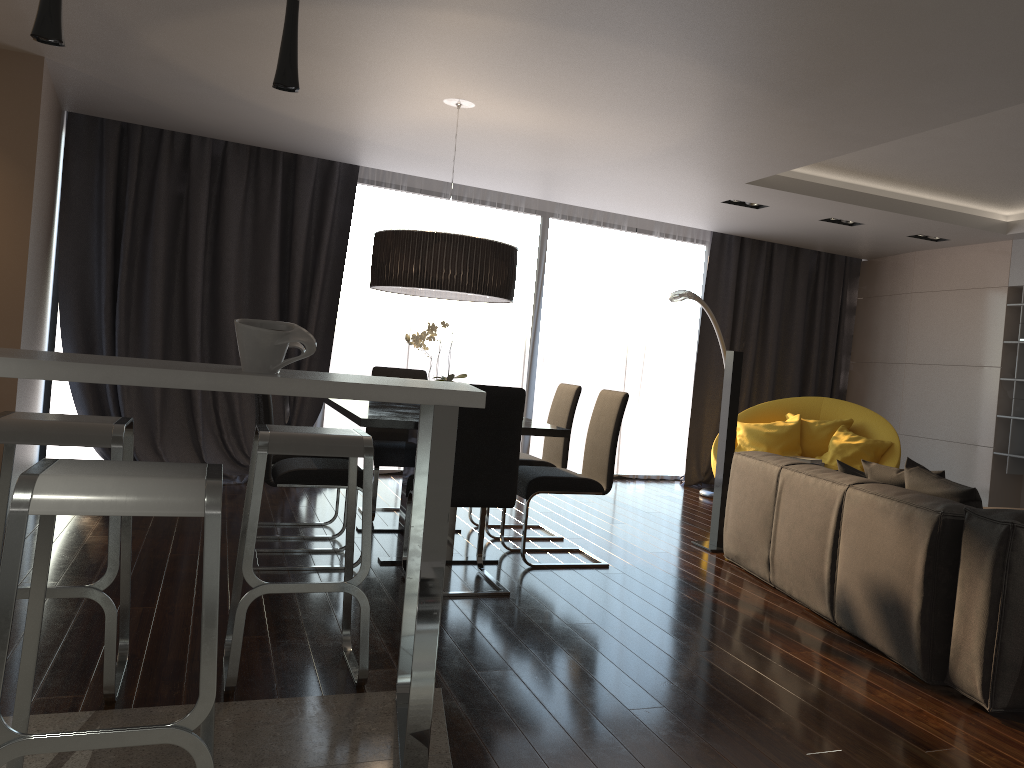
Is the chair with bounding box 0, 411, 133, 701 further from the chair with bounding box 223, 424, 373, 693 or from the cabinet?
the cabinet

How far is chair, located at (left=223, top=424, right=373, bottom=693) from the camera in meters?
2.7

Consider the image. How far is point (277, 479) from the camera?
4.26m

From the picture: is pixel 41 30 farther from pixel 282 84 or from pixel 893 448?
pixel 893 448

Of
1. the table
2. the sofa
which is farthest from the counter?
the sofa

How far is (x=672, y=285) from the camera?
8.82m

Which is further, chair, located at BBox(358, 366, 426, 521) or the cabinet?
chair, located at BBox(358, 366, 426, 521)

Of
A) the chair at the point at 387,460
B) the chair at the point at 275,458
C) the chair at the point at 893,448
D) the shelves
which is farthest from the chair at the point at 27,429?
the shelves

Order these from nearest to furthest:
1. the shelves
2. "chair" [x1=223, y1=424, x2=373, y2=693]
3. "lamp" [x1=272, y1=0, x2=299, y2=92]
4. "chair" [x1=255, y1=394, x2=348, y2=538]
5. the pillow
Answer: "lamp" [x1=272, y1=0, x2=299, y2=92] < "chair" [x1=223, y1=424, x2=373, y2=693] < the pillow < "chair" [x1=255, y1=394, x2=348, y2=538] < the shelves

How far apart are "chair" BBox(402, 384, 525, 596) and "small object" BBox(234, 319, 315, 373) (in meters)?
1.54
